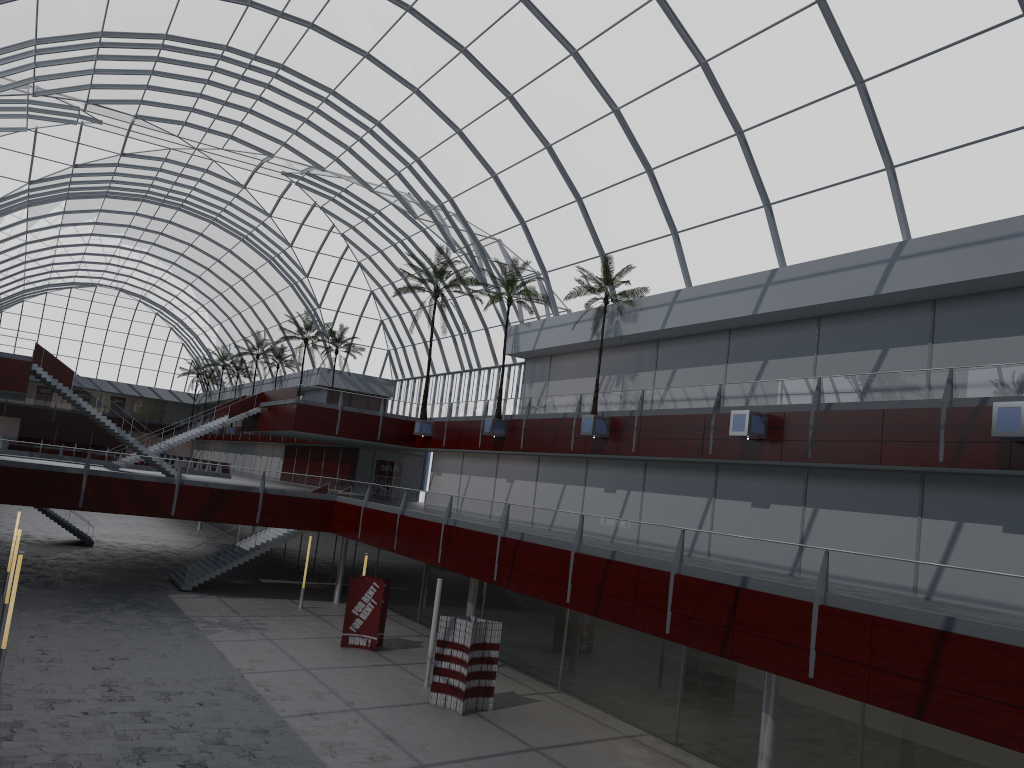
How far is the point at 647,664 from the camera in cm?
3263
